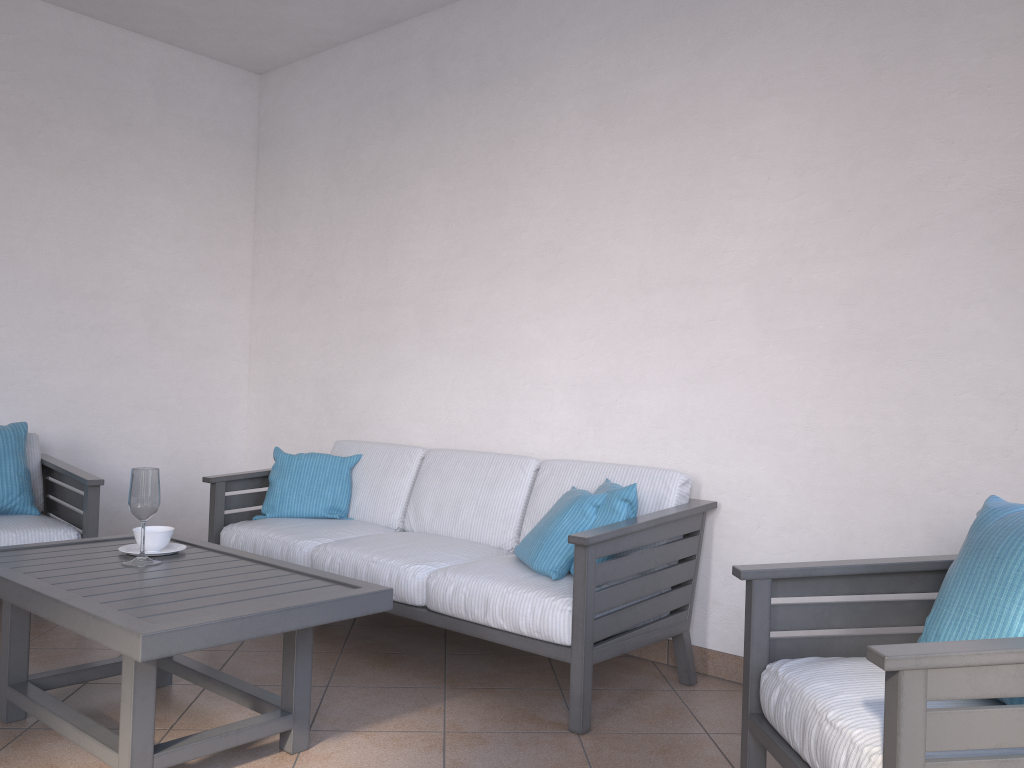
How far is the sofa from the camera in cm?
274

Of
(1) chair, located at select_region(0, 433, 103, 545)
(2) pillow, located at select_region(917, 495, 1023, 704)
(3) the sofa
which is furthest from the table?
(2) pillow, located at select_region(917, 495, 1023, 704)

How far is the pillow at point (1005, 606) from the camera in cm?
179

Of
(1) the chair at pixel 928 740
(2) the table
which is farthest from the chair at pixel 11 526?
(1) the chair at pixel 928 740

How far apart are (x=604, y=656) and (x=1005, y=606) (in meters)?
1.25

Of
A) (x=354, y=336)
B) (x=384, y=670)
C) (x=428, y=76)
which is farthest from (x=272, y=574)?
(x=428, y=76)

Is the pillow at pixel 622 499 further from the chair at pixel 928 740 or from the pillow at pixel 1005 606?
the pillow at pixel 1005 606

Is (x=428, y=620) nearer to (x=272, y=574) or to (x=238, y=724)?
(x=272, y=574)

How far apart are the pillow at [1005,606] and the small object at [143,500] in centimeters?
211cm

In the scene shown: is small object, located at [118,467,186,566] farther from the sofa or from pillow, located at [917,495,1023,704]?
pillow, located at [917,495,1023,704]
